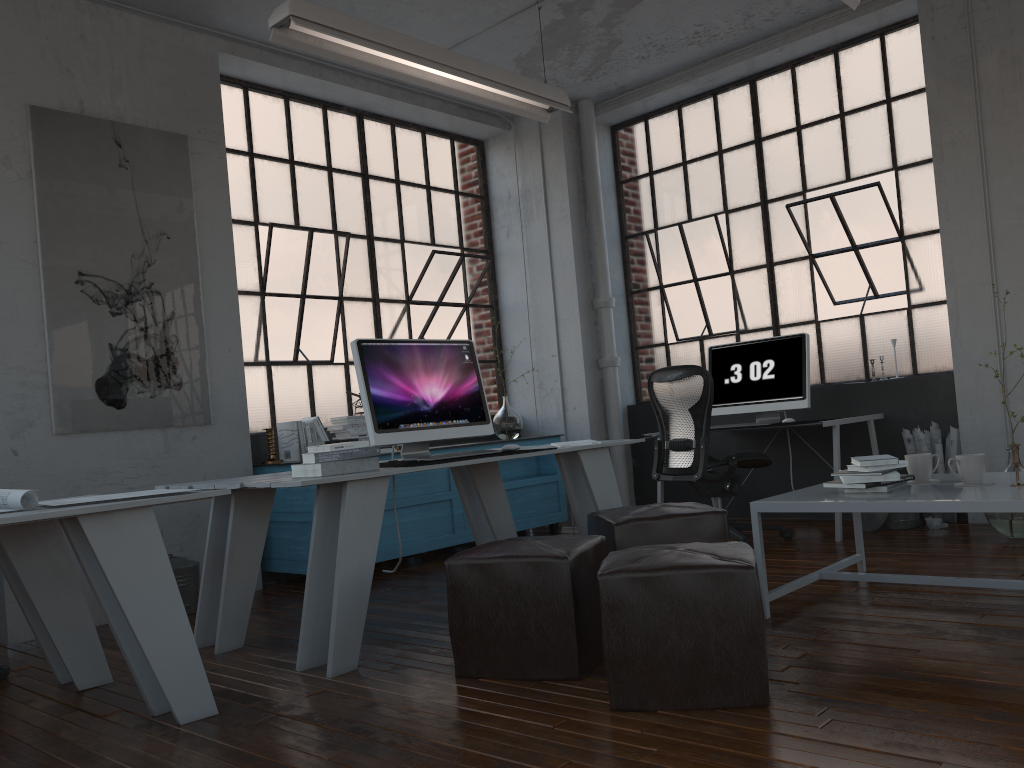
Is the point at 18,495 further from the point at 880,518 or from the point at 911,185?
the point at 911,185

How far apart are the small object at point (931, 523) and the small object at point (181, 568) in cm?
408

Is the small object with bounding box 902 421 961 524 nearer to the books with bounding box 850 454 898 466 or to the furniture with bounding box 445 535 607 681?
the books with bounding box 850 454 898 466

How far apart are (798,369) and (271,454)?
3.27m

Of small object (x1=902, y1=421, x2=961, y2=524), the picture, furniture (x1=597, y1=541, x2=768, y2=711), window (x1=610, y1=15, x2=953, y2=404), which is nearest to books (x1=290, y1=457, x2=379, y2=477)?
furniture (x1=597, y1=541, x2=768, y2=711)

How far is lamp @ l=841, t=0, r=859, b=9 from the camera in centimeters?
400cm

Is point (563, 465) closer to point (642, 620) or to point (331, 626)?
point (331, 626)

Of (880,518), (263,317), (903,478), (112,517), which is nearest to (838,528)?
(880,518)

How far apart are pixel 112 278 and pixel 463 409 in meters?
2.0 m

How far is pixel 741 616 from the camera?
2.37m
